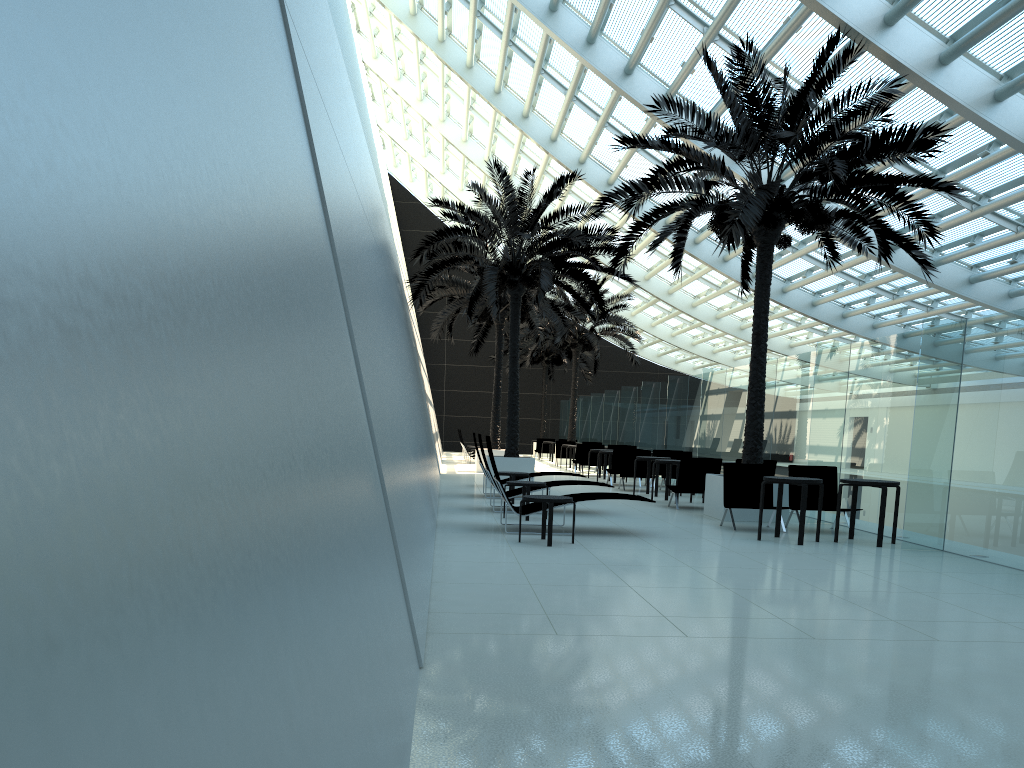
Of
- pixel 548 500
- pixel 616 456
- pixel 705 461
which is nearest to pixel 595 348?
pixel 616 456

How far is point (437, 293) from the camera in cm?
2354

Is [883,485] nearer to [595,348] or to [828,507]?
[828,507]

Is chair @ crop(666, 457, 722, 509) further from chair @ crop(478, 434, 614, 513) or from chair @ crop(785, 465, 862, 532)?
chair @ crop(478, 434, 614, 513)

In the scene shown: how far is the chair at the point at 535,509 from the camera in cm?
1043

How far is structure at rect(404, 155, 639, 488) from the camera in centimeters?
1753cm

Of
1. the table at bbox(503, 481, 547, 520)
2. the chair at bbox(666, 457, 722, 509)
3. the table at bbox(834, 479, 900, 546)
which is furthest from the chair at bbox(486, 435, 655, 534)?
the chair at bbox(666, 457, 722, 509)

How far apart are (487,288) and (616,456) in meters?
5.4

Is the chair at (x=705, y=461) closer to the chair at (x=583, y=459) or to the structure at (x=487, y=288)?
the structure at (x=487, y=288)

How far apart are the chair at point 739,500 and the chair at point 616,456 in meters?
8.1 m
